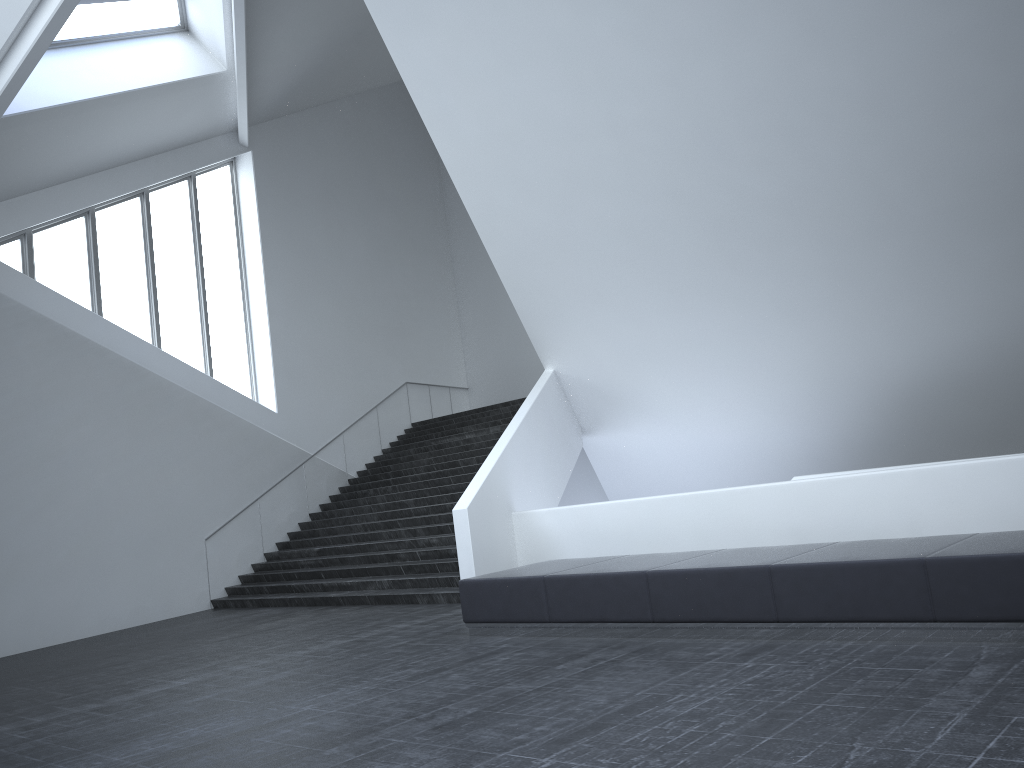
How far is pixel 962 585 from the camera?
5.9 meters

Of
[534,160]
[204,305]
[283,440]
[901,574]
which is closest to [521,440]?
[534,160]

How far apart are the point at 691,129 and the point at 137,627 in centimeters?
1159cm

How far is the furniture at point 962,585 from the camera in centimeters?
592cm

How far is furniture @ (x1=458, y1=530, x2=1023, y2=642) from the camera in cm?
592

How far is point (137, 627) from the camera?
14.57m
